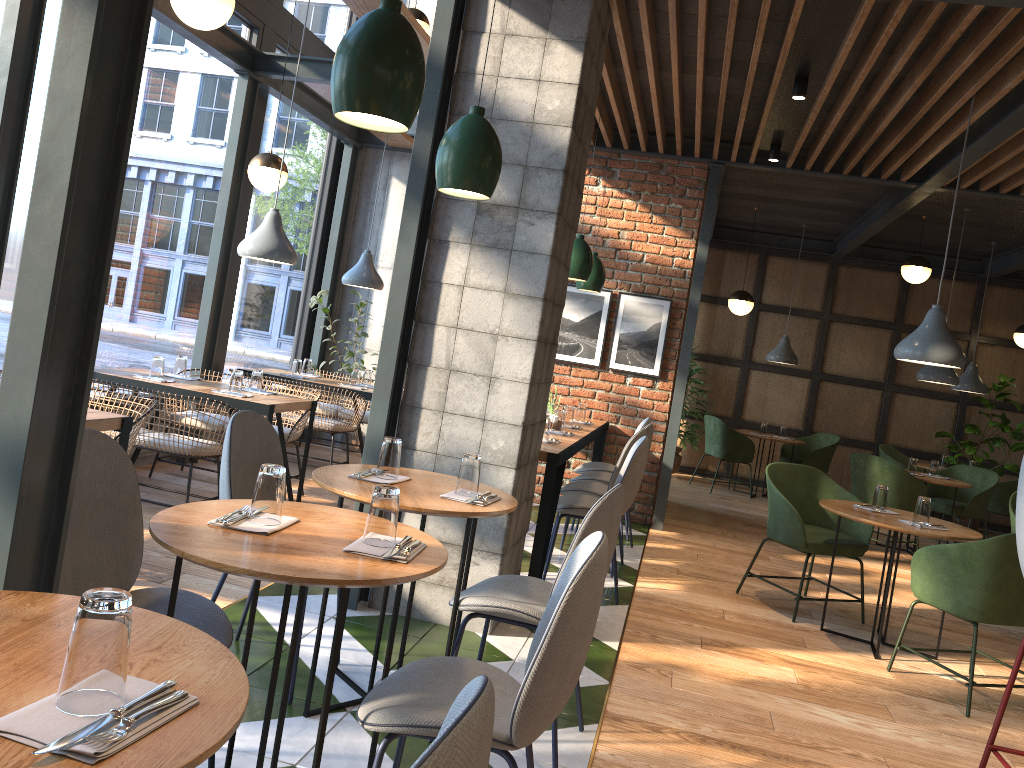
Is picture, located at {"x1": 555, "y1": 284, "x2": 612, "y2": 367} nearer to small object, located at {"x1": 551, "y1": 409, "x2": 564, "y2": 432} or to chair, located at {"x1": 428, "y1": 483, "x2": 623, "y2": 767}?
small object, located at {"x1": 551, "y1": 409, "x2": 564, "y2": 432}

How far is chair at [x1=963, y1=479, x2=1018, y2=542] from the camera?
8.63m

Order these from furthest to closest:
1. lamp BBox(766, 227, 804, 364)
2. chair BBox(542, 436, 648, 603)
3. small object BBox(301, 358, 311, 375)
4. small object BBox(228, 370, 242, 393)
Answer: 1. lamp BBox(766, 227, 804, 364)
2. small object BBox(301, 358, 311, 375)
3. small object BBox(228, 370, 242, 393)
4. chair BBox(542, 436, 648, 603)

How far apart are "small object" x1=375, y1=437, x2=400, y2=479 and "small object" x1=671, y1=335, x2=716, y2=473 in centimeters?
750cm

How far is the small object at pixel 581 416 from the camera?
6.6m

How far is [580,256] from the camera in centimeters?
572cm

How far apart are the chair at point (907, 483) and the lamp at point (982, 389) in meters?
2.2 m

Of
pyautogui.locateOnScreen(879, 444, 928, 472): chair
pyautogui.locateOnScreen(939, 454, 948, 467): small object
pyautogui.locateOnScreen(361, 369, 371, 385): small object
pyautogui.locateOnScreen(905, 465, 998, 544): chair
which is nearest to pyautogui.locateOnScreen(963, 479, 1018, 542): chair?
pyautogui.locateOnScreen(905, 465, 998, 544): chair

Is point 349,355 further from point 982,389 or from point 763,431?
point 982,389

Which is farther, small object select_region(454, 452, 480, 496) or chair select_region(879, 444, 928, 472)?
chair select_region(879, 444, 928, 472)
